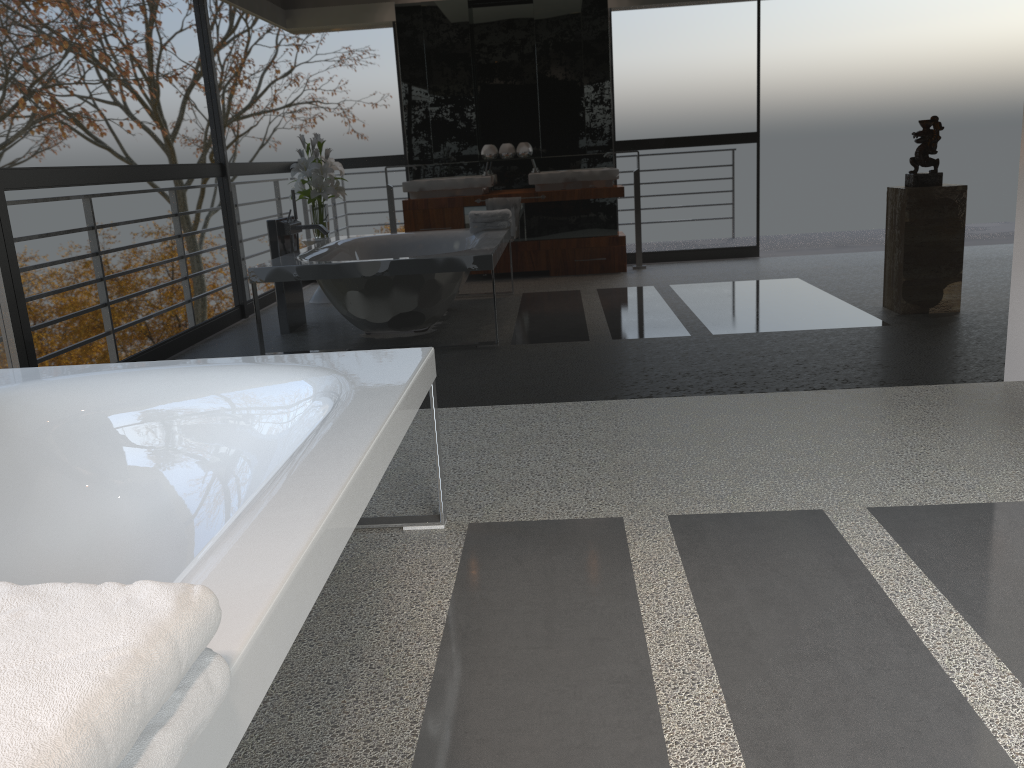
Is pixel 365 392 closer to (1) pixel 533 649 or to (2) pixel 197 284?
(1) pixel 533 649

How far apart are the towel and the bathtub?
0.0 meters

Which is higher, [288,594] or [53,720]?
[53,720]

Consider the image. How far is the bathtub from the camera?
1.10m

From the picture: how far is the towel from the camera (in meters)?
0.62

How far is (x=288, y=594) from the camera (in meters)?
1.10

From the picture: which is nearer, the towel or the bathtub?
the towel

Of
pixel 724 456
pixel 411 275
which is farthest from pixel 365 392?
pixel 411 275

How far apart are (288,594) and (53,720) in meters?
0.5 m

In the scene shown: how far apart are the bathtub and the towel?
0.0m
